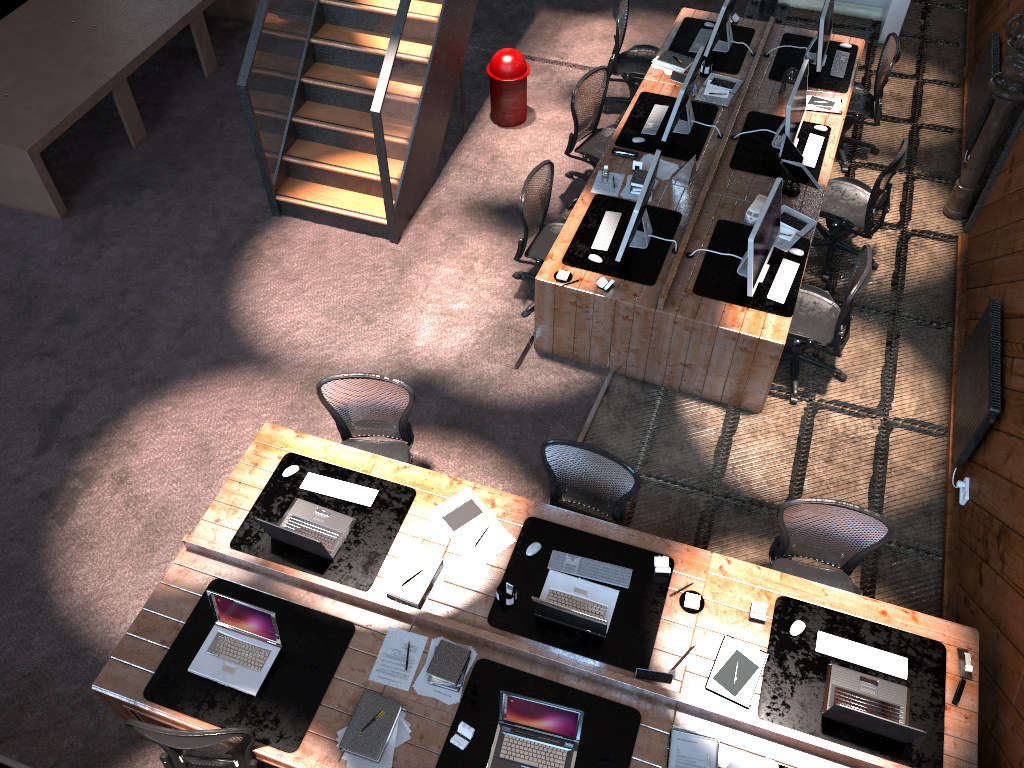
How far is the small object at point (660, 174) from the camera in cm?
695

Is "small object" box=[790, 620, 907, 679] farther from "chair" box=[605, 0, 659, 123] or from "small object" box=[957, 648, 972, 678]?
"chair" box=[605, 0, 659, 123]

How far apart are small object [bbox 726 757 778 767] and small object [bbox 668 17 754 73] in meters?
6.0

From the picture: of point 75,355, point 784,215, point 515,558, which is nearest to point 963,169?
point 784,215

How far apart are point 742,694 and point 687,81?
4.6 meters

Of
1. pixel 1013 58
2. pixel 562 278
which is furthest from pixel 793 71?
pixel 562 278

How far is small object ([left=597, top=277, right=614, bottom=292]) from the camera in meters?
6.1

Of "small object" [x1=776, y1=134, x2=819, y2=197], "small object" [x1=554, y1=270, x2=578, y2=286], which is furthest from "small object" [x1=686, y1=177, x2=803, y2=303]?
"small object" [x1=554, y1=270, x2=578, y2=286]

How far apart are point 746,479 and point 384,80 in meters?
3.9 m

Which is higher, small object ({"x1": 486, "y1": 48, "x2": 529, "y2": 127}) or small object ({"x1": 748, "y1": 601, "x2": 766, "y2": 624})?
small object ({"x1": 748, "y1": 601, "x2": 766, "y2": 624})
